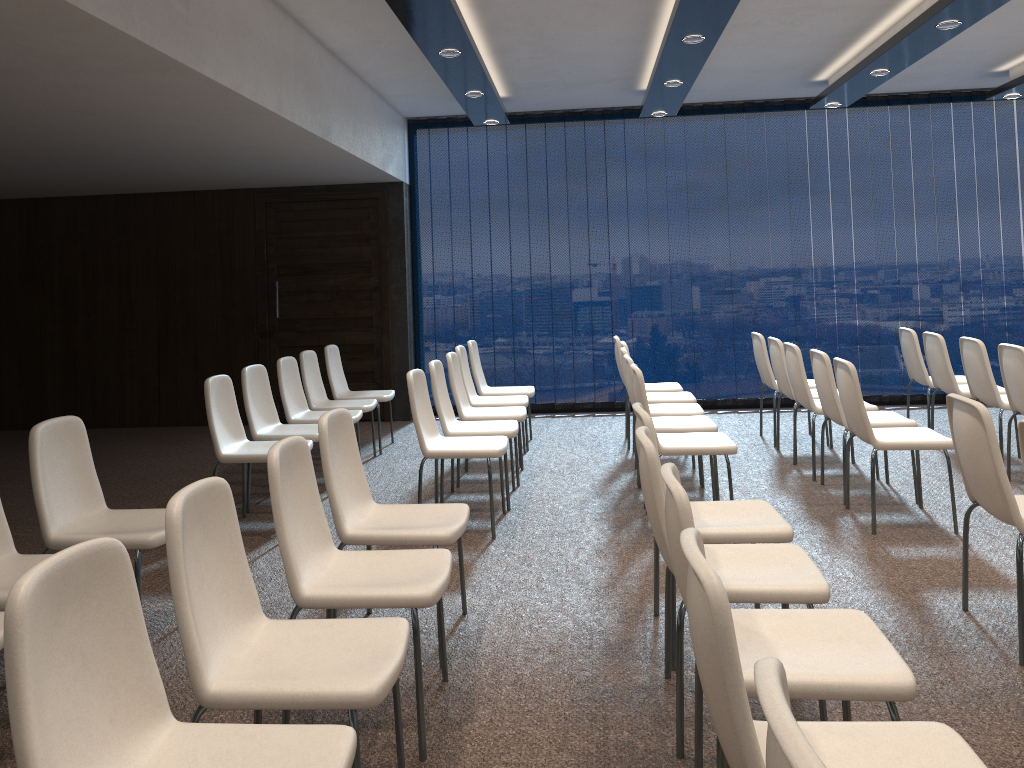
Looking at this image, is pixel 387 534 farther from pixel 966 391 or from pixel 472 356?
pixel 966 391

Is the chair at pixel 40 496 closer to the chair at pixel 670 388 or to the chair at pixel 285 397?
the chair at pixel 285 397

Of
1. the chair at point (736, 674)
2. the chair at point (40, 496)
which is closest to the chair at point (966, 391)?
the chair at point (736, 674)

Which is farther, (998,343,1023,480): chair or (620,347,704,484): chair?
(620,347,704,484): chair

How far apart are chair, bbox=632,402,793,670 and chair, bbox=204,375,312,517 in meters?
2.5 m

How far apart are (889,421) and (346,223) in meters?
5.7

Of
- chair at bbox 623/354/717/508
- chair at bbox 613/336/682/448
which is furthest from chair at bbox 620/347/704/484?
chair at bbox 613/336/682/448

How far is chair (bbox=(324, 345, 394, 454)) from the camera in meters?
7.4 m

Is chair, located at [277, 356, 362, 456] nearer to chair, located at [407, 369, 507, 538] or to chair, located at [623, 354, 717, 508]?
chair, located at [407, 369, 507, 538]

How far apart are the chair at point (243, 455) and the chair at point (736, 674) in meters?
3.6
